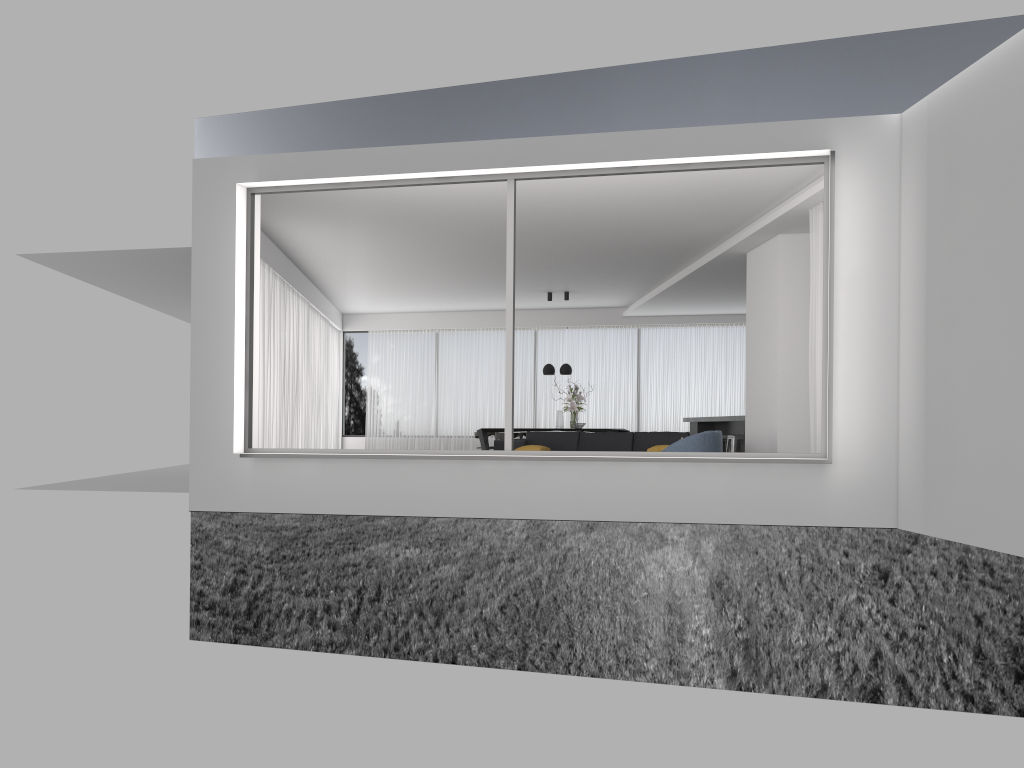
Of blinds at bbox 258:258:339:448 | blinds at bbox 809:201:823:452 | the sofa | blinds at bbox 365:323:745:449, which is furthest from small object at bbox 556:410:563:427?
blinds at bbox 809:201:823:452

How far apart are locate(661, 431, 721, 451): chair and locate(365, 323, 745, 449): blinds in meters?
8.3

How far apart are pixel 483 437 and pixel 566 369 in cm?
191

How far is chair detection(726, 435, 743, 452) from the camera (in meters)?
12.83

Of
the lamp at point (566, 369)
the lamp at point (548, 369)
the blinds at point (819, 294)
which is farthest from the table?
the blinds at point (819, 294)

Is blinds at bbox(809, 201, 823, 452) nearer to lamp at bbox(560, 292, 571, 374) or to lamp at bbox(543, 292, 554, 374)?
lamp at bbox(560, 292, 571, 374)

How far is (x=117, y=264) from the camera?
11.9 meters

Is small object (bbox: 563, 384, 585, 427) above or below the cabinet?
above

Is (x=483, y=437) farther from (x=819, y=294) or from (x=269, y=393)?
(x=819, y=294)

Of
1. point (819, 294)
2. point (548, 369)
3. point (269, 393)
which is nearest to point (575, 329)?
point (548, 369)
